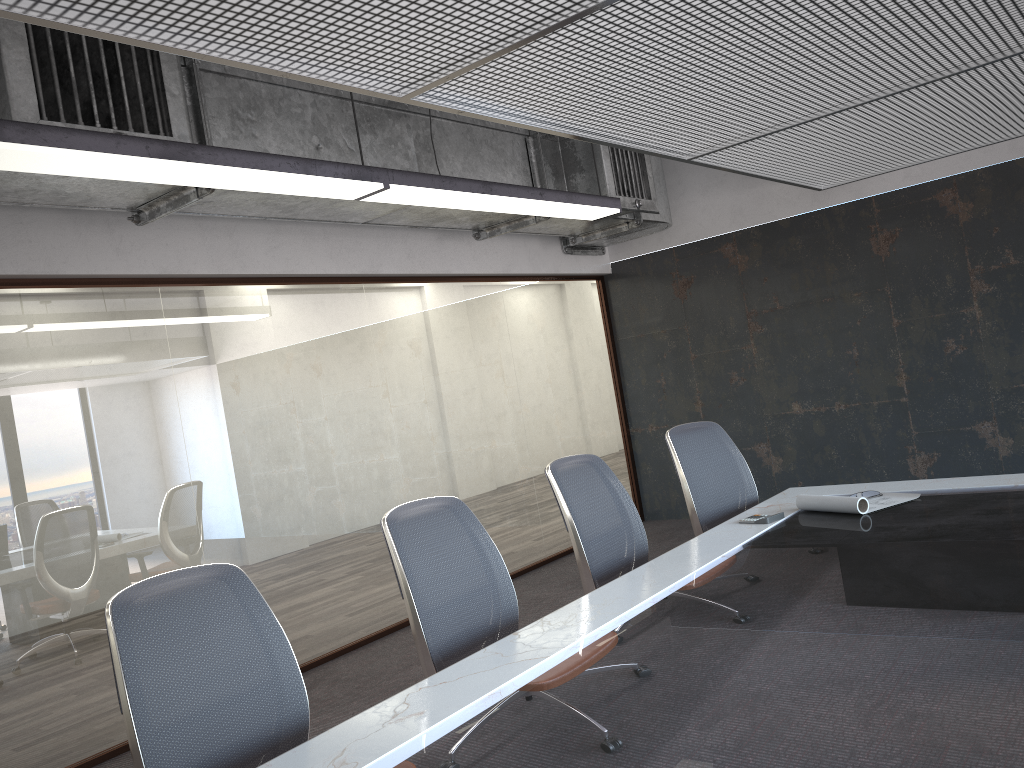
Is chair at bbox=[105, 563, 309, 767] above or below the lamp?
below

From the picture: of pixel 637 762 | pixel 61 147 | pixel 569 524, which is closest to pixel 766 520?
pixel 569 524

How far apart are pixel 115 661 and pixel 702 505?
3.0m

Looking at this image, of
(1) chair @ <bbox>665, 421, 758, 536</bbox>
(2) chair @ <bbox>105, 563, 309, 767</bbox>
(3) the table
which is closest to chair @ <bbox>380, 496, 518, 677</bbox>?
(3) the table

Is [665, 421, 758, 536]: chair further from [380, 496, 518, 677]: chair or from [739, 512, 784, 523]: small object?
[380, 496, 518, 677]: chair

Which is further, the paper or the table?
the paper

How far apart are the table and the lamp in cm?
193

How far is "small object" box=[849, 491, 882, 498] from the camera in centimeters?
398cm

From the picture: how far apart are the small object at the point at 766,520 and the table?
0.0m

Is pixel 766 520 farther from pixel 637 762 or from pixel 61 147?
pixel 61 147
